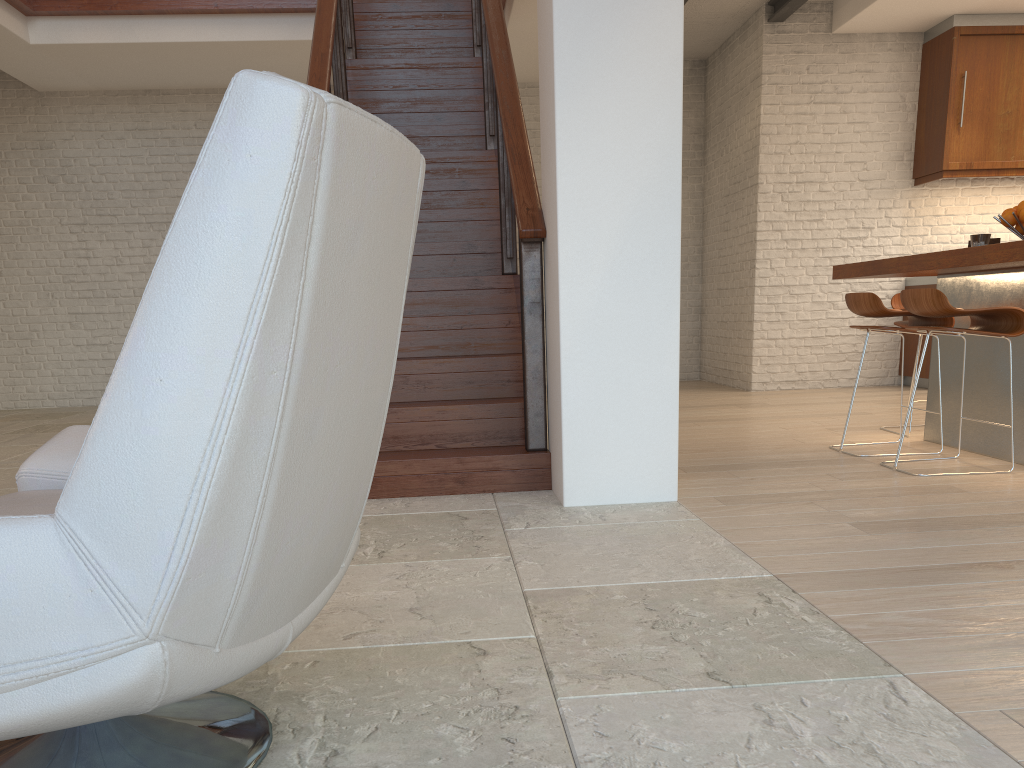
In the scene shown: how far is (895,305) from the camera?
5.04m

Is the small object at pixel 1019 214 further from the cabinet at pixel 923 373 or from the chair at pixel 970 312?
the cabinet at pixel 923 373

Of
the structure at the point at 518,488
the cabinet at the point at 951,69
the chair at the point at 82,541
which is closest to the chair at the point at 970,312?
the structure at the point at 518,488

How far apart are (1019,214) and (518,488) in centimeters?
259cm

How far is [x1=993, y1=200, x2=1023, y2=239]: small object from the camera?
4.0m

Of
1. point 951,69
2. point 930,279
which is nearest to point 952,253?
point 930,279

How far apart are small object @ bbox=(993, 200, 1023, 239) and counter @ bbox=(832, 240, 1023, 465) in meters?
0.2 m

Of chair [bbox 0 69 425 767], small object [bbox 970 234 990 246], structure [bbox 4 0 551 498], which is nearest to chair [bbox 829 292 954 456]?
small object [bbox 970 234 990 246]

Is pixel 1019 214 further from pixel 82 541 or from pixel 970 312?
pixel 82 541

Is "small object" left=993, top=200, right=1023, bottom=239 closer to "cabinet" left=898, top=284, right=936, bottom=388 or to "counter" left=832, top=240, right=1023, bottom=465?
"counter" left=832, top=240, right=1023, bottom=465
